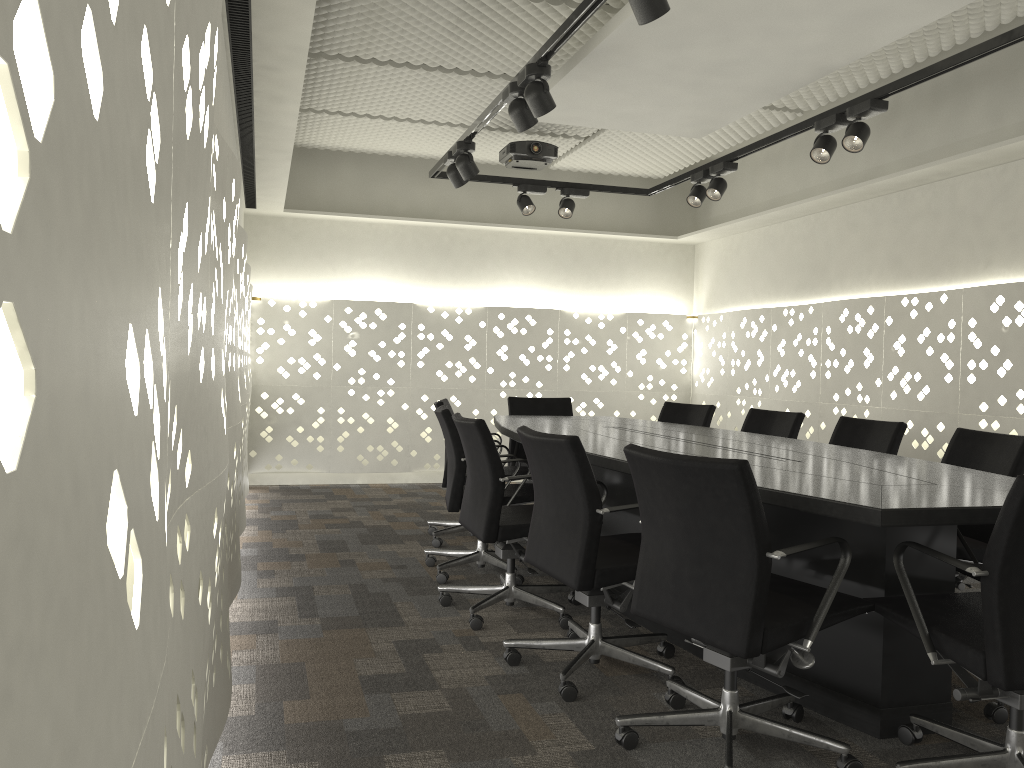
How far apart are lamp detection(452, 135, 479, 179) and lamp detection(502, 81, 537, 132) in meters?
0.8

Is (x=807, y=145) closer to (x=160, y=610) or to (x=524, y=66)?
(x=524, y=66)

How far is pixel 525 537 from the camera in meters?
3.3

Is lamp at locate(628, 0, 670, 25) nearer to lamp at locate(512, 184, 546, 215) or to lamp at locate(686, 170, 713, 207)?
lamp at locate(686, 170, 713, 207)

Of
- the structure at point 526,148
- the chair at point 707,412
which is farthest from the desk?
the structure at point 526,148

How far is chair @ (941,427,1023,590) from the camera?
3.0 meters

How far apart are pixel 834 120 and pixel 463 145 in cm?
174

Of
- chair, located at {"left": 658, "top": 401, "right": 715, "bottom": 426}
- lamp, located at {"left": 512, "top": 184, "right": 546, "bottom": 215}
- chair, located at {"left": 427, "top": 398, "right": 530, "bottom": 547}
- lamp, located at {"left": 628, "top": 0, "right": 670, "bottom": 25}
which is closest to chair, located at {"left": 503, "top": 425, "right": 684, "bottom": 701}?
lamp, located at {"left": 628, "top": 0, "right": 670, "bottom": 25}

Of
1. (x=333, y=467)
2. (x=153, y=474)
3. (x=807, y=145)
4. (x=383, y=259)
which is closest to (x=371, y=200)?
(x=383, y=259)

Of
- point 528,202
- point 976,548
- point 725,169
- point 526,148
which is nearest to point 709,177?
point 725,169
